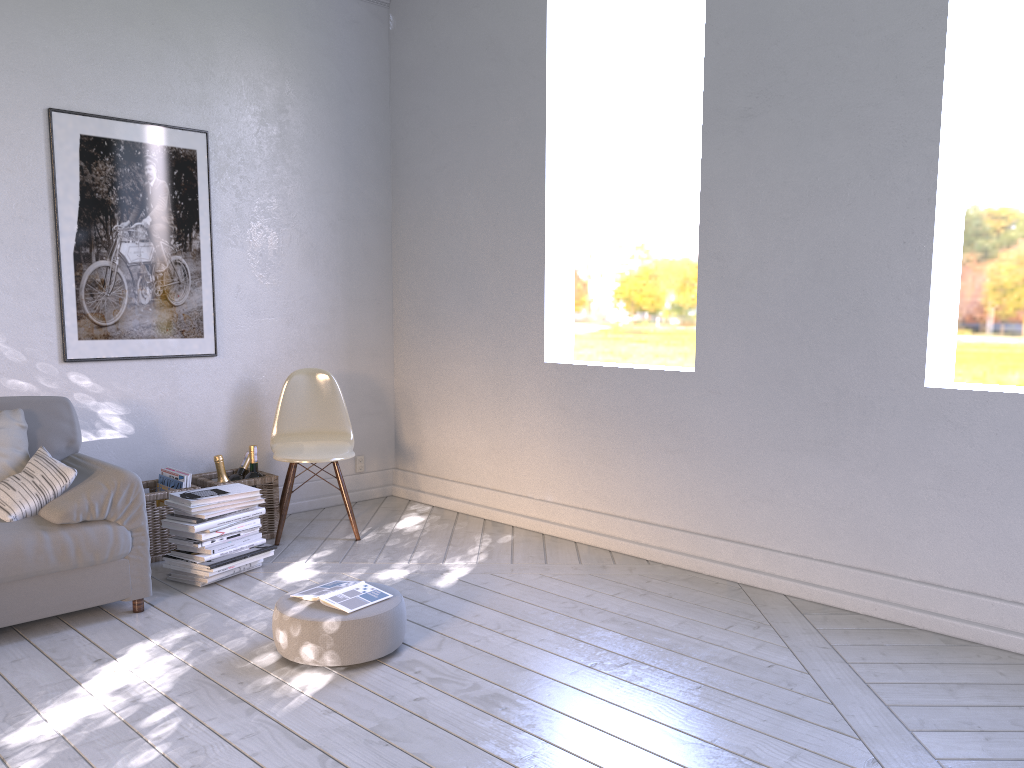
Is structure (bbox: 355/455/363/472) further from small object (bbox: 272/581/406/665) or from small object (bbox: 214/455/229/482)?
small object (bbox: 272/581/406/665)

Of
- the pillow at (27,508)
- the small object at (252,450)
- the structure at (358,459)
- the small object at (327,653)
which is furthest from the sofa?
the structure at (358,459)

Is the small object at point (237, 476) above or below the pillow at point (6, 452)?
below

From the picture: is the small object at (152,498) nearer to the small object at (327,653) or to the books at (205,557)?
the books at (205,557)

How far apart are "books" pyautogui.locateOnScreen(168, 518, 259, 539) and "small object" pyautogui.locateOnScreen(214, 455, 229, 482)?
0.4m

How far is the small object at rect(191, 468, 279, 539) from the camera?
3.6 meters

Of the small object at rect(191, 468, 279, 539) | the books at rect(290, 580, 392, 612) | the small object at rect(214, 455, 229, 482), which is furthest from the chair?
the books at rect(290, 580, 392, 612)

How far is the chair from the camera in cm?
370

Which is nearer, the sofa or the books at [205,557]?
the sofa

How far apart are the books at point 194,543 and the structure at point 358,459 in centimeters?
140cm
